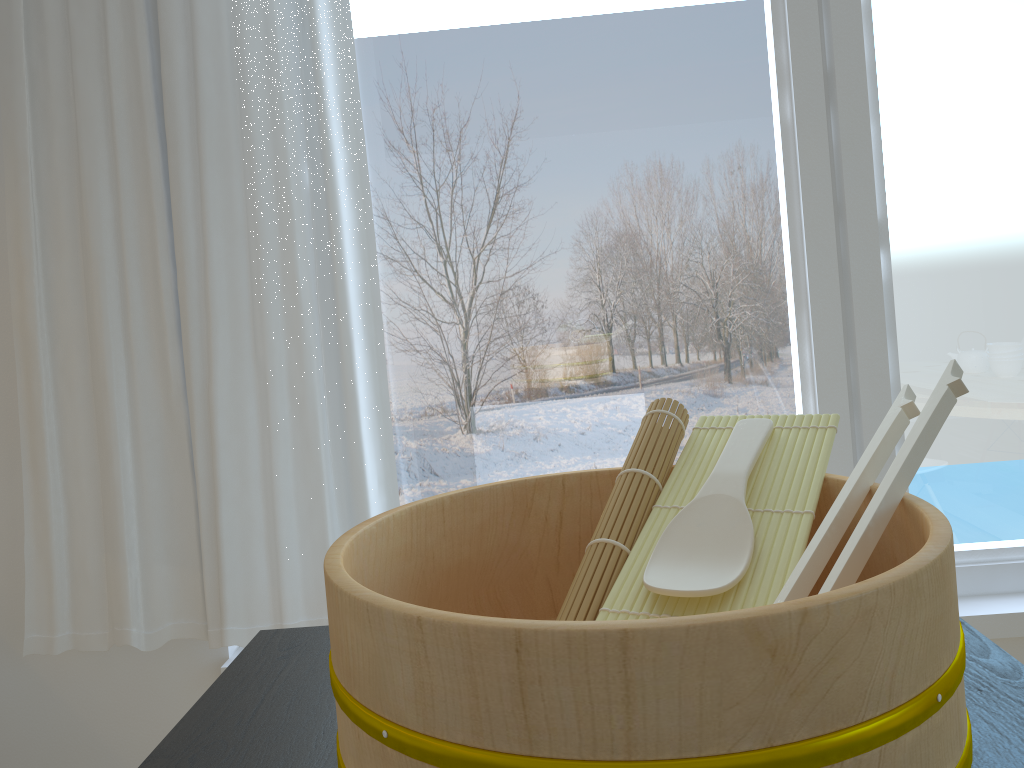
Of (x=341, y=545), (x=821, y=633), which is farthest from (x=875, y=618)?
A: (x=341, y=545)

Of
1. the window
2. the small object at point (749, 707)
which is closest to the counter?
the small object at point (749, 707)

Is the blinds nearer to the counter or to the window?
the window

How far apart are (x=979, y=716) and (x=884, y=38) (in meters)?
1.67

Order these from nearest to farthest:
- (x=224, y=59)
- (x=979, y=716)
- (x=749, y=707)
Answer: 1. (x=749, y=707)
2. (x=979, y=716)
3. (x=224, y=59)

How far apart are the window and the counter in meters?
1.1 m

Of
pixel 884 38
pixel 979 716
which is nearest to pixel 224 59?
pixel 884 38

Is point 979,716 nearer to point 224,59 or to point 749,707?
point 749,707

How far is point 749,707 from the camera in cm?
38

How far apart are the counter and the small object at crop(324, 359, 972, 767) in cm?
4
